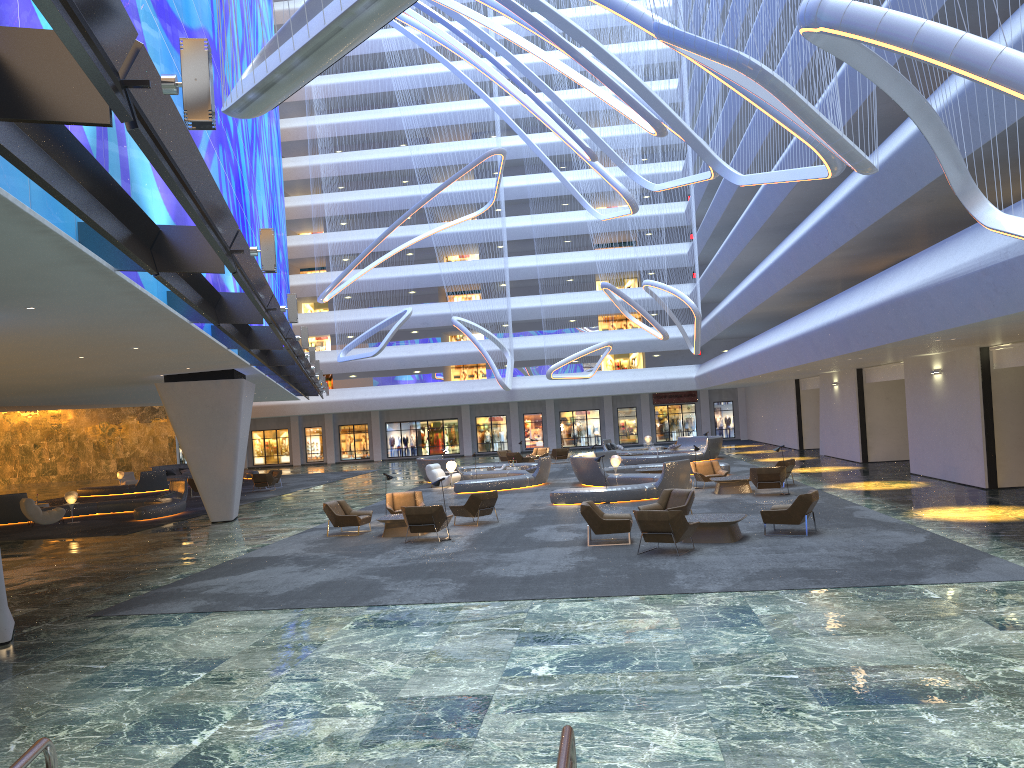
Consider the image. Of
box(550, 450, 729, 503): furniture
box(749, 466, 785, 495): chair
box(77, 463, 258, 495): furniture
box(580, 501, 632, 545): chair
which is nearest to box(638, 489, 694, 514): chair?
box(580, 501, 632, 545): chair

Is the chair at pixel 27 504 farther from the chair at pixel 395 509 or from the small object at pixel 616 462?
the small object at pixel 616 462

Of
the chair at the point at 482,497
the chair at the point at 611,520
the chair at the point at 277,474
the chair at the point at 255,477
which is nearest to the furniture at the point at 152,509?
the chair at the point at 255,477

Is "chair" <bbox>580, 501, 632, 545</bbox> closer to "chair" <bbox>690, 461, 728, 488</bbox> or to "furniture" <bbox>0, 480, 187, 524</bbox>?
"chair" <bbox>690, 461, 728, 488</bbox>

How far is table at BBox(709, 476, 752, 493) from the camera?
23.8 meters

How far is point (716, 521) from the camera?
15.5m

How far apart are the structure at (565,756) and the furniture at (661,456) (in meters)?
34.54

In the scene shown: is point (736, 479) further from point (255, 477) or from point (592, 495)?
point (255, 477)

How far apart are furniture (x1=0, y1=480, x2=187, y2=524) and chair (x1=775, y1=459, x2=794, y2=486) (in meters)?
18.60

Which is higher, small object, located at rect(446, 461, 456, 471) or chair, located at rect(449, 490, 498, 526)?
small object, located at rect(446, 461, 456, 471)
